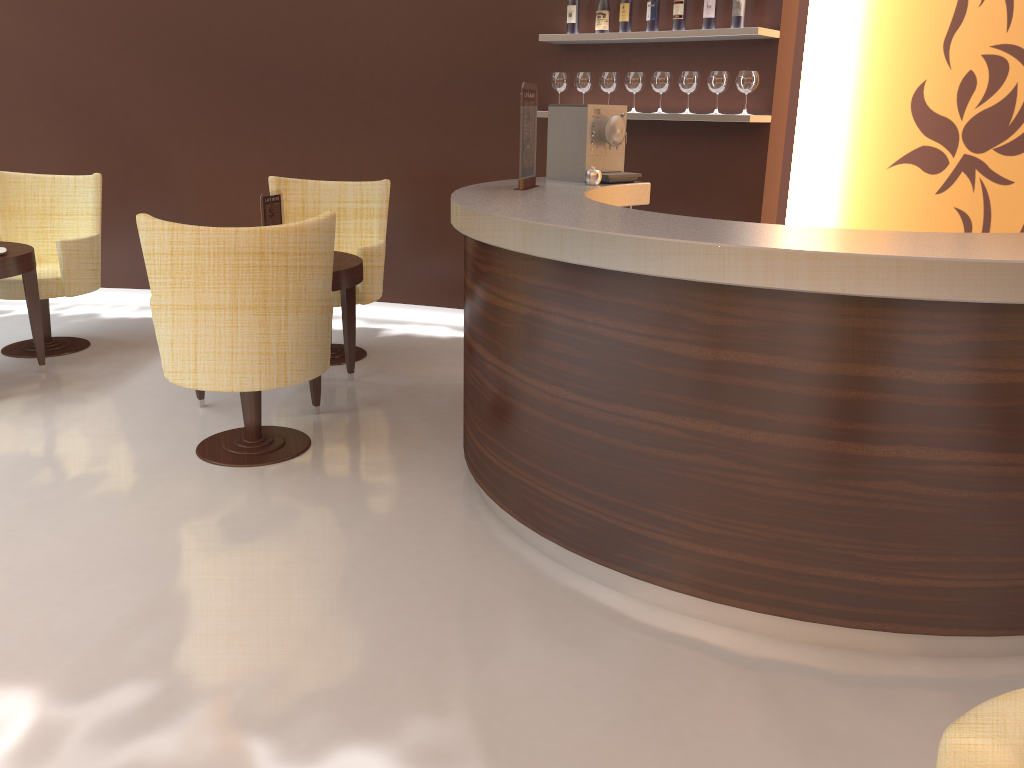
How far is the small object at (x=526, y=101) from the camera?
3.6 meters

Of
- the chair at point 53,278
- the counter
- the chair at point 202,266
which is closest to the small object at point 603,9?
the counter

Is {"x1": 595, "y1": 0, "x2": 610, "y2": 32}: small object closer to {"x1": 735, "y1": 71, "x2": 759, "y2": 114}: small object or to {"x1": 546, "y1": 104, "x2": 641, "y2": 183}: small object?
{"x1": 735, "y1": 71, "x2": 759, "y2": 114}: small object

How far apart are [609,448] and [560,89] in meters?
3.3 m

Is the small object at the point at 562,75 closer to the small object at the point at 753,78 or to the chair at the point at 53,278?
the small object at the point at 753,78

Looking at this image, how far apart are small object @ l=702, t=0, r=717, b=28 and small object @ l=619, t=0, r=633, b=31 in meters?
0.5 m

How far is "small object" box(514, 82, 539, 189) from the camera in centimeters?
355cm

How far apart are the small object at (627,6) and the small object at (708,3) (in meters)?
0.46

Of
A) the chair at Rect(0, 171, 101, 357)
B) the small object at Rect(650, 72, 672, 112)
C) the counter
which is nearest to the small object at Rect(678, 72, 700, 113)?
the small object at Rect(650, 72, 672, 112)

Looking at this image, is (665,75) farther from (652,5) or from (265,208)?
(265,208)
